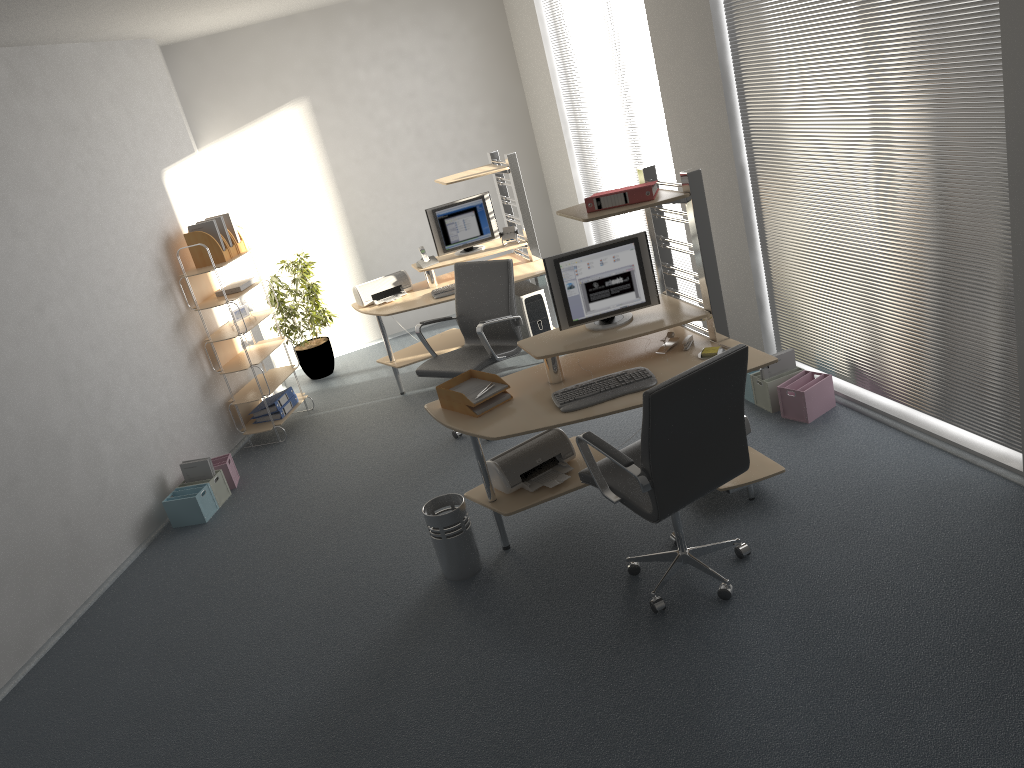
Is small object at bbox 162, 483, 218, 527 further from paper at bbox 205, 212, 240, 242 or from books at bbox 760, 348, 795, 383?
books at bbox 760, 348, 795, 383

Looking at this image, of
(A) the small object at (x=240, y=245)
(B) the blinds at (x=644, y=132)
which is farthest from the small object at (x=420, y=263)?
(B) the blinds at (x=644, y=132)

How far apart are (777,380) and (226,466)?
3.6 meters

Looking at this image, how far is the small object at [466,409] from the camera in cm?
423

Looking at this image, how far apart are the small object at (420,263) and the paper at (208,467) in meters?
2.2

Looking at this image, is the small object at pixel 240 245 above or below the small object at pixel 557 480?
above

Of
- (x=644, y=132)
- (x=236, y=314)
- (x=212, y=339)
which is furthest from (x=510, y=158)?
(x=212, y=339)

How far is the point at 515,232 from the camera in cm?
685

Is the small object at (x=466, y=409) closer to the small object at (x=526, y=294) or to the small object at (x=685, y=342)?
the small object at (x=685, y=342)

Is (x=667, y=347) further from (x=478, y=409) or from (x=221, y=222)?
(x=221, y=222)
